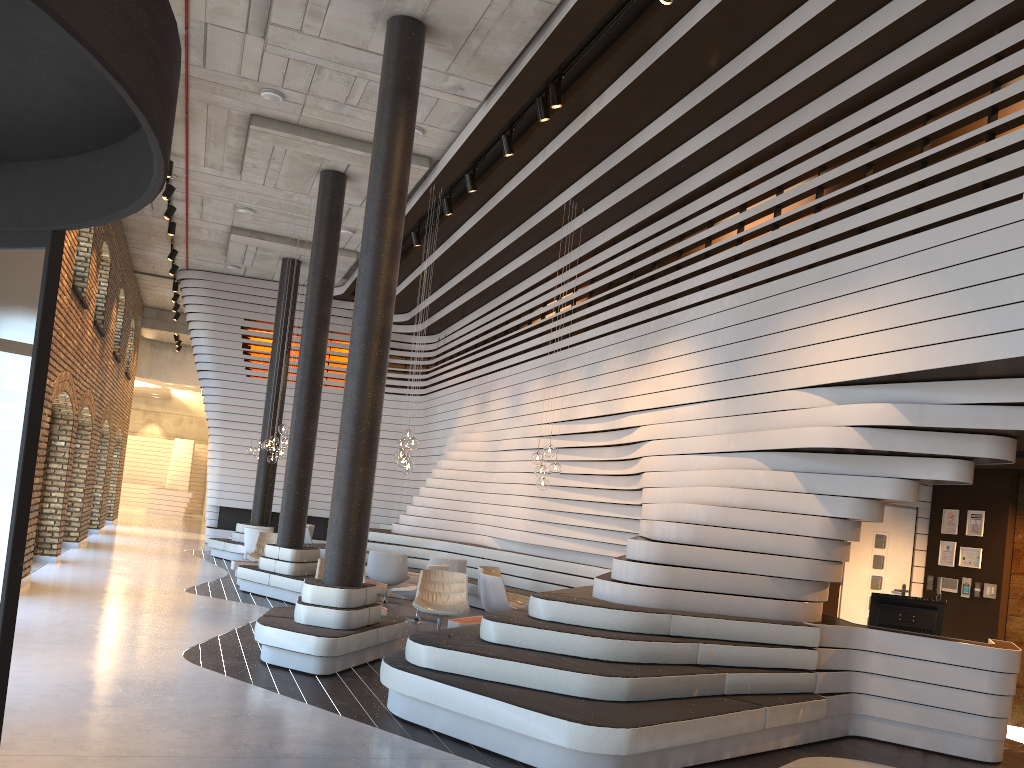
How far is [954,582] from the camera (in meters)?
9.19

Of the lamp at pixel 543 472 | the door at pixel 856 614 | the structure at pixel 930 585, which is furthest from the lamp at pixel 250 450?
the structure at pixel 930 585

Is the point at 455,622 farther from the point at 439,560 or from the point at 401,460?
the point at 439,560

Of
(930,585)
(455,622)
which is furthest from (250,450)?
(930,585)

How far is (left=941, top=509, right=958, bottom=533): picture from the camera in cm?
933

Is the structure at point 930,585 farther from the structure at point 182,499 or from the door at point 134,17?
the structure at point 182,499

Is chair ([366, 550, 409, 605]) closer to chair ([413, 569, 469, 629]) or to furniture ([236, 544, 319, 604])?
furniture ([236, 544, 319, 604])

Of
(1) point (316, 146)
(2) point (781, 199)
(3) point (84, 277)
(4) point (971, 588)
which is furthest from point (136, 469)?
(4) point (971, 588)

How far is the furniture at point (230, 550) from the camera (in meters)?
16.48

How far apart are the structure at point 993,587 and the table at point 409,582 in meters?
7.9 m
